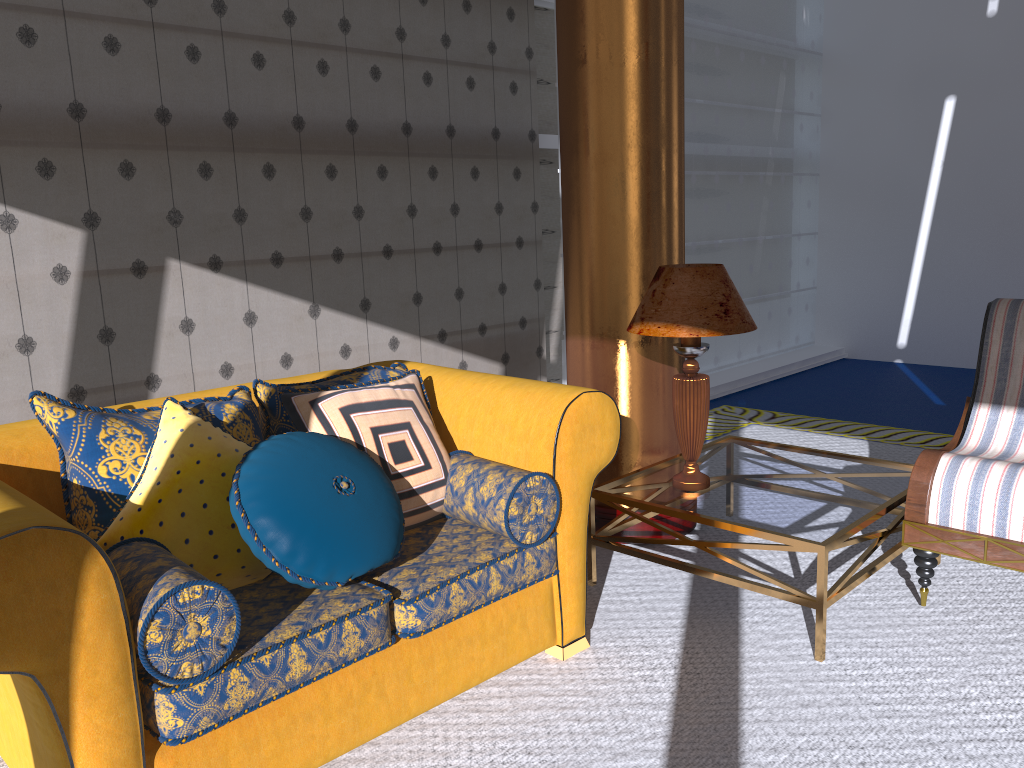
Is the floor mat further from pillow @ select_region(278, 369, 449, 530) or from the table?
pillow @ select_region(278, 369, 449, 530)

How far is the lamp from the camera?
2.9 meters

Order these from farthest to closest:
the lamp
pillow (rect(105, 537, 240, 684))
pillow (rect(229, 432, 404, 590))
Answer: the lamp → pillow (rect(229, 432, 404, 590)) → pillow (rect(105, 537, 240, 684))

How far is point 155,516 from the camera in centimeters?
211cm

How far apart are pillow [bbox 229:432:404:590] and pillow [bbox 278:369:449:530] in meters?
0.1 m

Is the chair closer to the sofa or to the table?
the table

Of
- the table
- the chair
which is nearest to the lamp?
the table

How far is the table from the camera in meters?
2.7

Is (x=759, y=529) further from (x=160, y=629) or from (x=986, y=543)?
(x=160, y=629)

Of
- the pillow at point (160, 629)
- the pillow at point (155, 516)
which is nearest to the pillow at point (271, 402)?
the pillow at point (155, 516)
